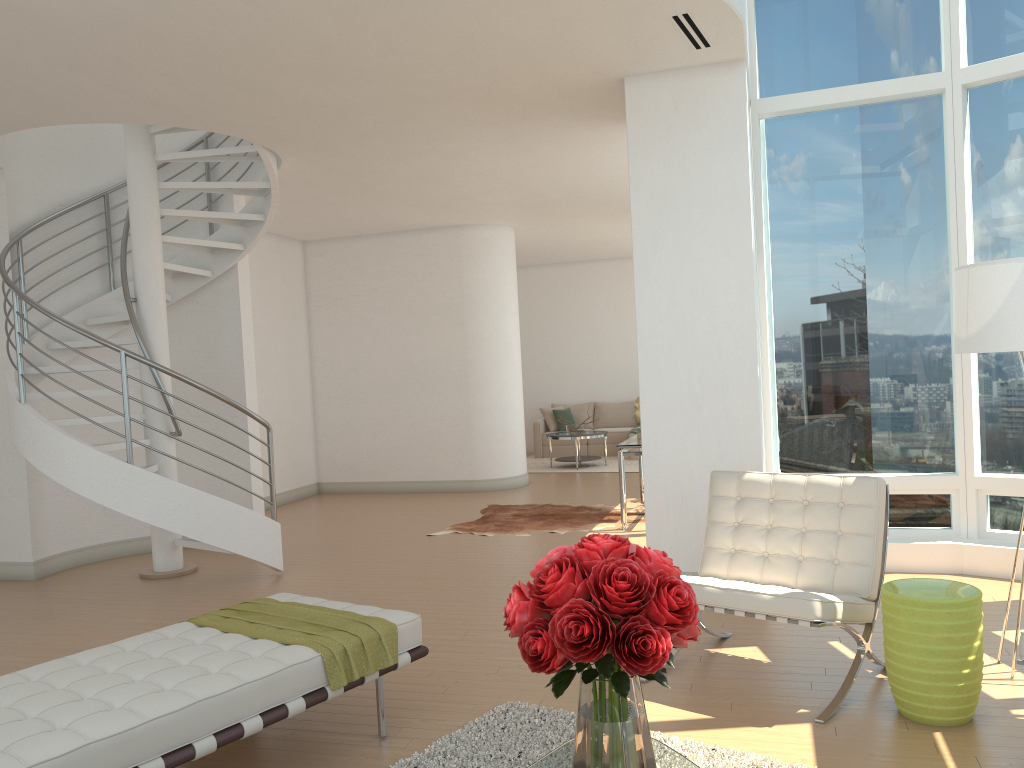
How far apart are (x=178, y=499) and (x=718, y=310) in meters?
4.0

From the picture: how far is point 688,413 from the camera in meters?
5.7

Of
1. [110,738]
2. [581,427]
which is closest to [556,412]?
[581,427]

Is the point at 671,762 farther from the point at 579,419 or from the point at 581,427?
the point at 579,419

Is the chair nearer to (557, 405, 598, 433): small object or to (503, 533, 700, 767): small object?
(503, 533, 700, 767): small object

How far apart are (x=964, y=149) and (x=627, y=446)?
3.6m

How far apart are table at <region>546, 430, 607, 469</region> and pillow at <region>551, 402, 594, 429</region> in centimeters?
190cm

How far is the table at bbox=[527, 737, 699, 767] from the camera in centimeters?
249cm

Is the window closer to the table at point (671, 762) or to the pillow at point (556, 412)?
the table at point (671, 762)

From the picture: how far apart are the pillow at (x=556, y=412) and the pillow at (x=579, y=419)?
0.3 meters
